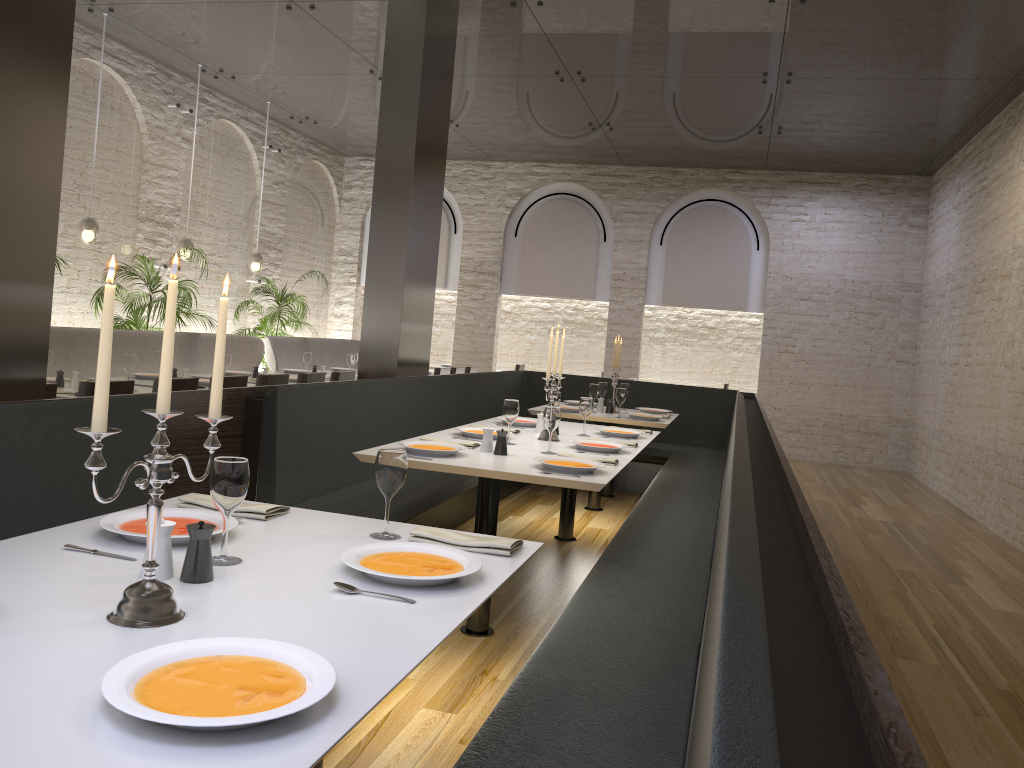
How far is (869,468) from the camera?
11.57m

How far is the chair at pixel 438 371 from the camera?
9.8 meters

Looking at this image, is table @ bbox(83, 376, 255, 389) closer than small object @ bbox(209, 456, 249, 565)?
No

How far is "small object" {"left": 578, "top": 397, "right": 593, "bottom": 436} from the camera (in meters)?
5.28

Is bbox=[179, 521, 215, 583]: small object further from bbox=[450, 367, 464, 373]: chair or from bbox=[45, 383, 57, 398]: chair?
bbox=[450, 367, 464, 373]: chair

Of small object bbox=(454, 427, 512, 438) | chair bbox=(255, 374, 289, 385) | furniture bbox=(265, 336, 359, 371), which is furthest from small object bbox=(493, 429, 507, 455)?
furniture bbox=(265, 336, 359, 371)

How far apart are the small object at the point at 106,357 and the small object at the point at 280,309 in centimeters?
908cm

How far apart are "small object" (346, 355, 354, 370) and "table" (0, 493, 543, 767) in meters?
6.7 m

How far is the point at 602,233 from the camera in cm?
1264

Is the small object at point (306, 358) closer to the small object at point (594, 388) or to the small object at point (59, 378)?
the small object at point (594, 388)
